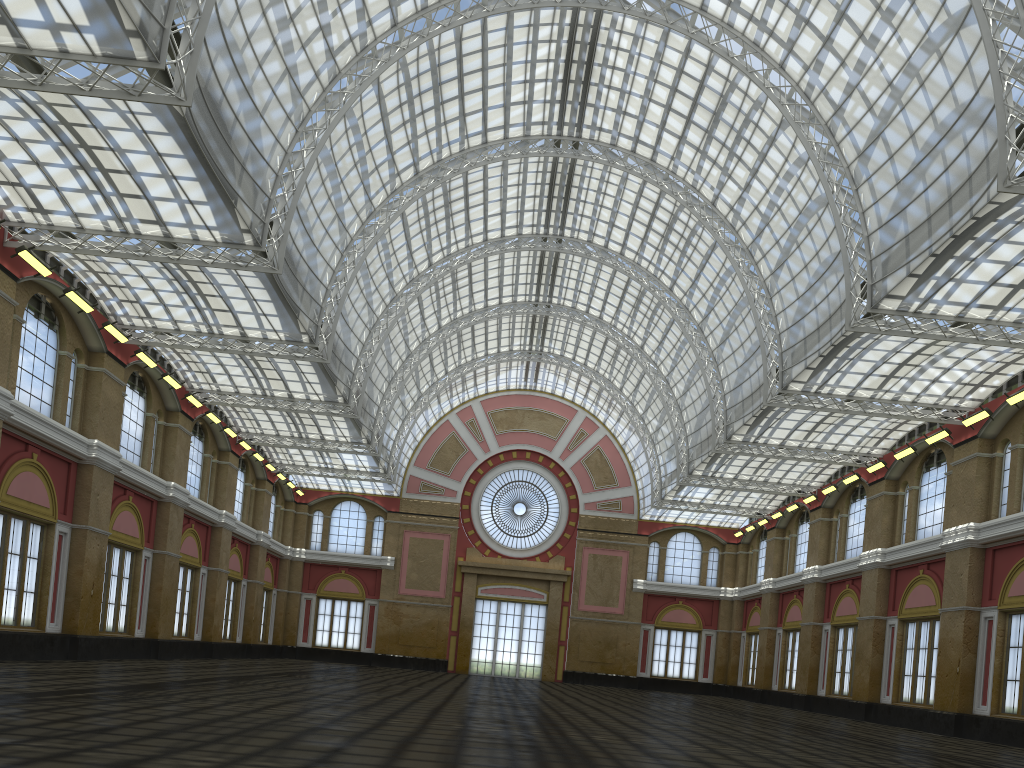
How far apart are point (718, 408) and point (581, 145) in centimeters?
1657cm
